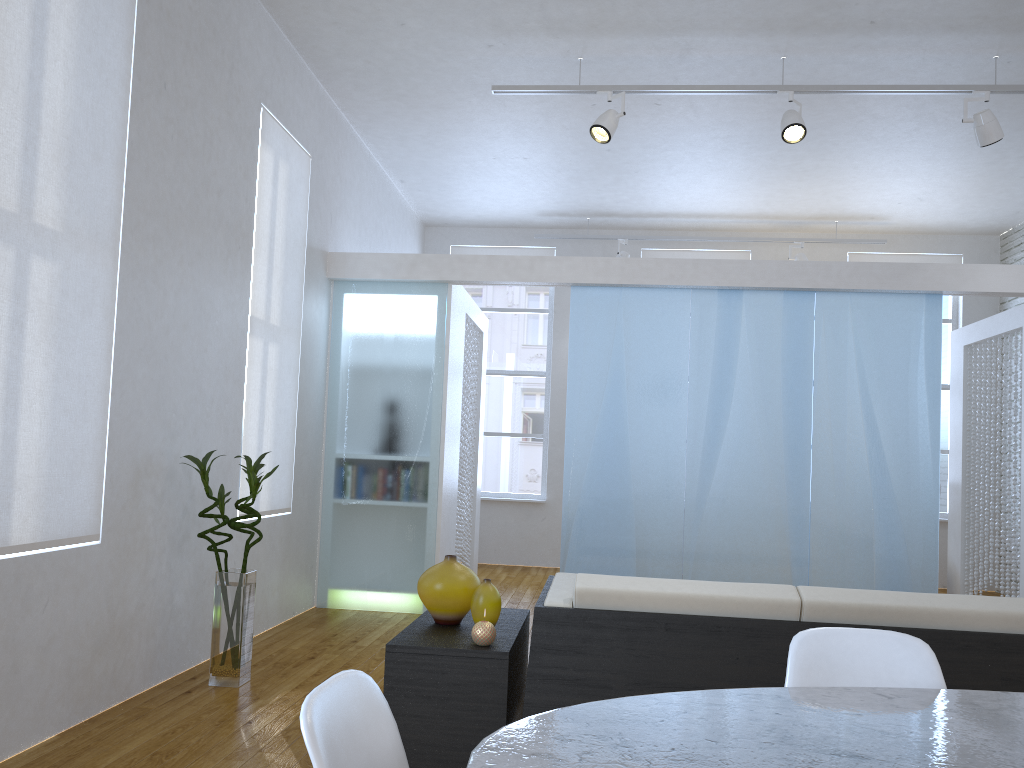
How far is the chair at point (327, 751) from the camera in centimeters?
98cm

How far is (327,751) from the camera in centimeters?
98cm

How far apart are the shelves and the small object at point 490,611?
0.0m

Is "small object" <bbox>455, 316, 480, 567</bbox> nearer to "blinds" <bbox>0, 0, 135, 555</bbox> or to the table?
"blinds" <bbox>0, 0, 135, 555</bbox>

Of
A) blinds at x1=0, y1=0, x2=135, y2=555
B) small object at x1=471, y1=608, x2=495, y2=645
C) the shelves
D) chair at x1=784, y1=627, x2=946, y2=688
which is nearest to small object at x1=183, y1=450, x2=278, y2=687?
blinds at x1=0, y1=0, x2=135, y2=555

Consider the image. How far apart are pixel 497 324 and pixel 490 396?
0.72m

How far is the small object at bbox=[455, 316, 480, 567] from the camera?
6.55m

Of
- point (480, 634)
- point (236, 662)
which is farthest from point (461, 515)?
point (480, 634)

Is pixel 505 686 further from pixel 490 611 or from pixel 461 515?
pixel 461 515

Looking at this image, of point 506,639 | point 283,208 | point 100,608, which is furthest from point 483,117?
point 506,639
